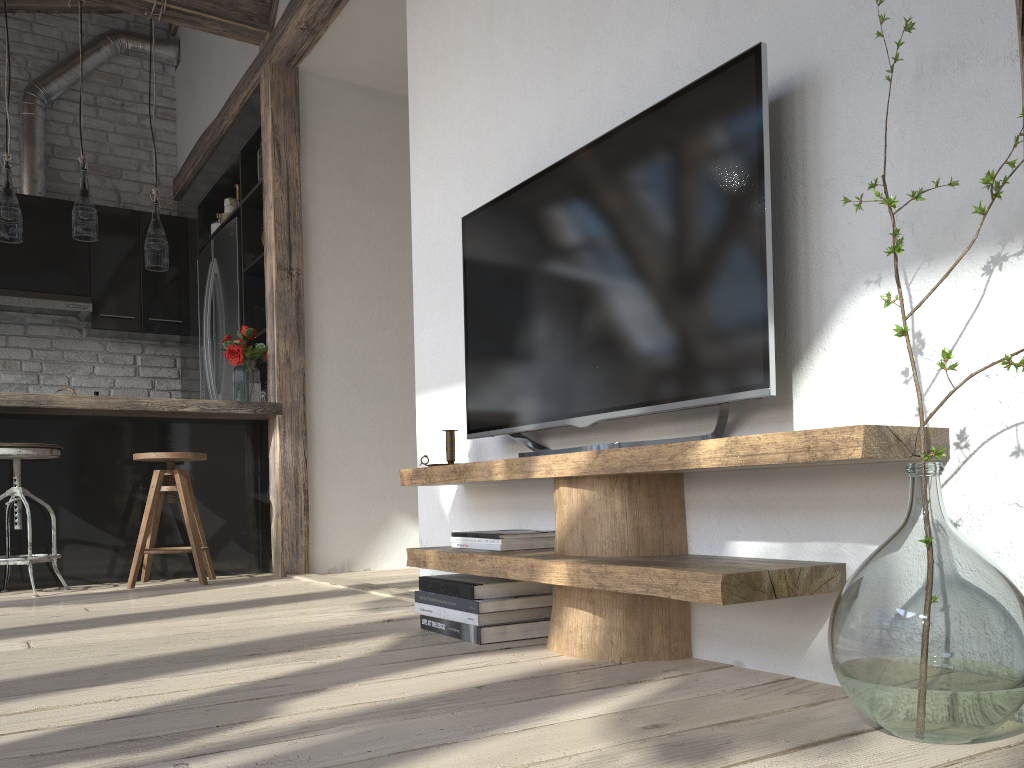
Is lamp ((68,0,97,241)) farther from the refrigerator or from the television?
the television

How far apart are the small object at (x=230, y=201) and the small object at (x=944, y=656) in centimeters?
457cm

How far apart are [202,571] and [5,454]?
0.9 meters

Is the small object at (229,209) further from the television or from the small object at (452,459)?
the small object at (452,459)

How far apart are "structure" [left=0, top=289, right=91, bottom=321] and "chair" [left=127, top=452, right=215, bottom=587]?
2.1 meters

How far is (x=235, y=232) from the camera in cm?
497

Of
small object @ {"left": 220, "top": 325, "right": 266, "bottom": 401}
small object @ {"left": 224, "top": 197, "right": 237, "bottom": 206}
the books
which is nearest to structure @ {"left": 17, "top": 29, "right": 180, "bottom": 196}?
small object @ {"left": 224, "top": 197, "right": 237, "bottom": 206}

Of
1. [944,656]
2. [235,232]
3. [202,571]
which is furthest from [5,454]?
[944,656]

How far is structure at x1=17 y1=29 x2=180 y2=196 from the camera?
5.7 meters

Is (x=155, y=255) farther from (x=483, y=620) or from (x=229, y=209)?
(x=483, y=620)
